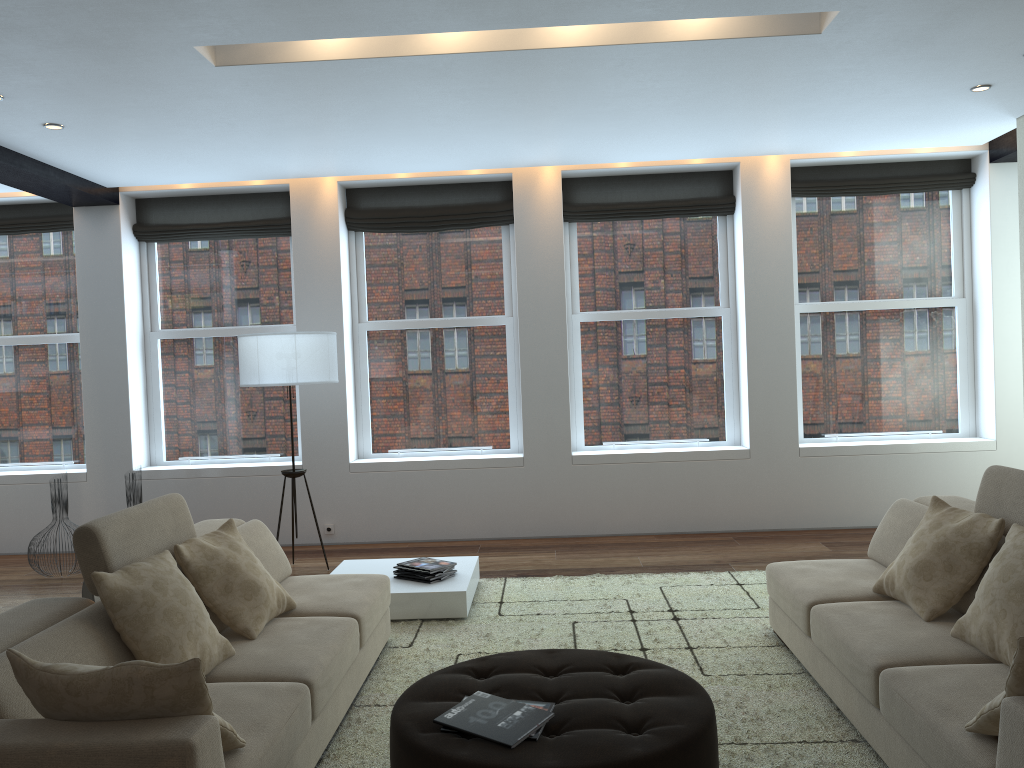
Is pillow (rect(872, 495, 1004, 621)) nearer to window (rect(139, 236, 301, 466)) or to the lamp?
the lamp

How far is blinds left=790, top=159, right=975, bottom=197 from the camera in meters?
7.3 m

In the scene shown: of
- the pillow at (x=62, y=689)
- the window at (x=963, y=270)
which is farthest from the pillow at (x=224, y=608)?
the window at (x=963, y=270)

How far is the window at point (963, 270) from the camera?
7.46m

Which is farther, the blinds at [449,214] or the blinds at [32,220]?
the blinds at [32,220]

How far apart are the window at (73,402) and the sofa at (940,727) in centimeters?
605cm

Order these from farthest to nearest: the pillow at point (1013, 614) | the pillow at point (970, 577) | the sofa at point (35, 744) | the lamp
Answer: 1. the lamp
2. the pillow at point (970, 577)
3. the pillow at point (1013, 614)
4. the sofa at point (35, 744)

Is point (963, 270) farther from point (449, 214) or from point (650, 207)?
point (449, 214)

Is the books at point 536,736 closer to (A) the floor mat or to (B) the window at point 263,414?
(A) the floor mat

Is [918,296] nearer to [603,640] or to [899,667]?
[603,640]
